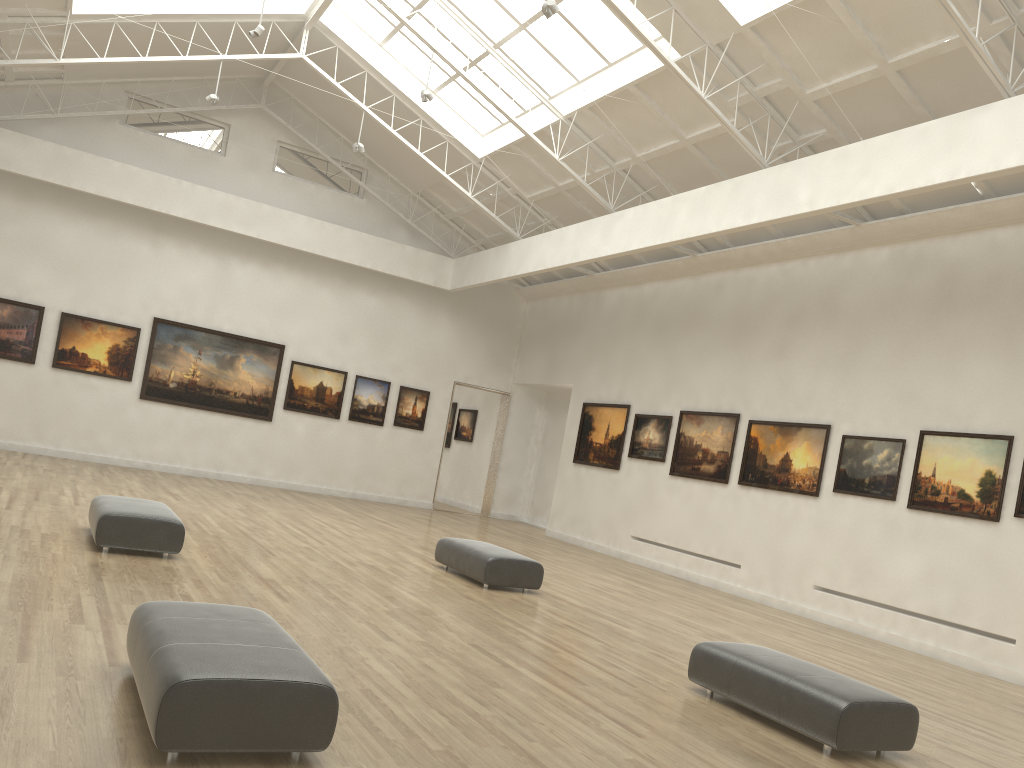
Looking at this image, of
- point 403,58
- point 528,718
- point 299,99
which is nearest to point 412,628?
point 528,718
